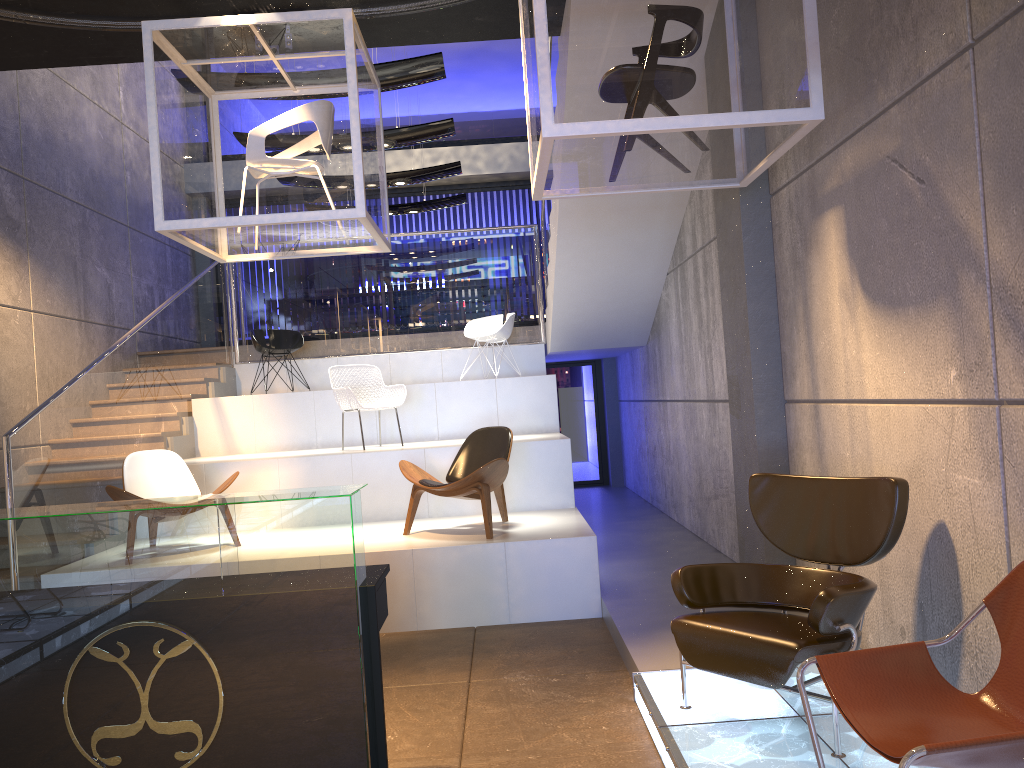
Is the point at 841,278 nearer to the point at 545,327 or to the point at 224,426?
the point at 545,327

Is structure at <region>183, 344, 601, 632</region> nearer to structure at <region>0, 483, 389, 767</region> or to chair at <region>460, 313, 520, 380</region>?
chair at <region>460, 313, 520, 380</region>

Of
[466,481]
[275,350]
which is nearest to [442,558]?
[466,481]

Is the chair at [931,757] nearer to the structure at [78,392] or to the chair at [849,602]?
the chair at [849,602]

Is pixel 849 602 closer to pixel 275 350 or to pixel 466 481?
pixel 466 481

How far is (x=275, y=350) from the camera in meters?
9.6

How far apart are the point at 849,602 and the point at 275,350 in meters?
7.5

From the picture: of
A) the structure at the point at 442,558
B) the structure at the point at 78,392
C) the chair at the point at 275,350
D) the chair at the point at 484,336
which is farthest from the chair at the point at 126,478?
the chair at the point at 484,336

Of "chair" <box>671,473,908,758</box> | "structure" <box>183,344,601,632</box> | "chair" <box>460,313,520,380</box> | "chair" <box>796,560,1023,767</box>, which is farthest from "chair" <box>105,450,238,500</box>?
"chair" <box>796,560,1023,767</box>

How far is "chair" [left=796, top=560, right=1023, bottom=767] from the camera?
2.0 meters
